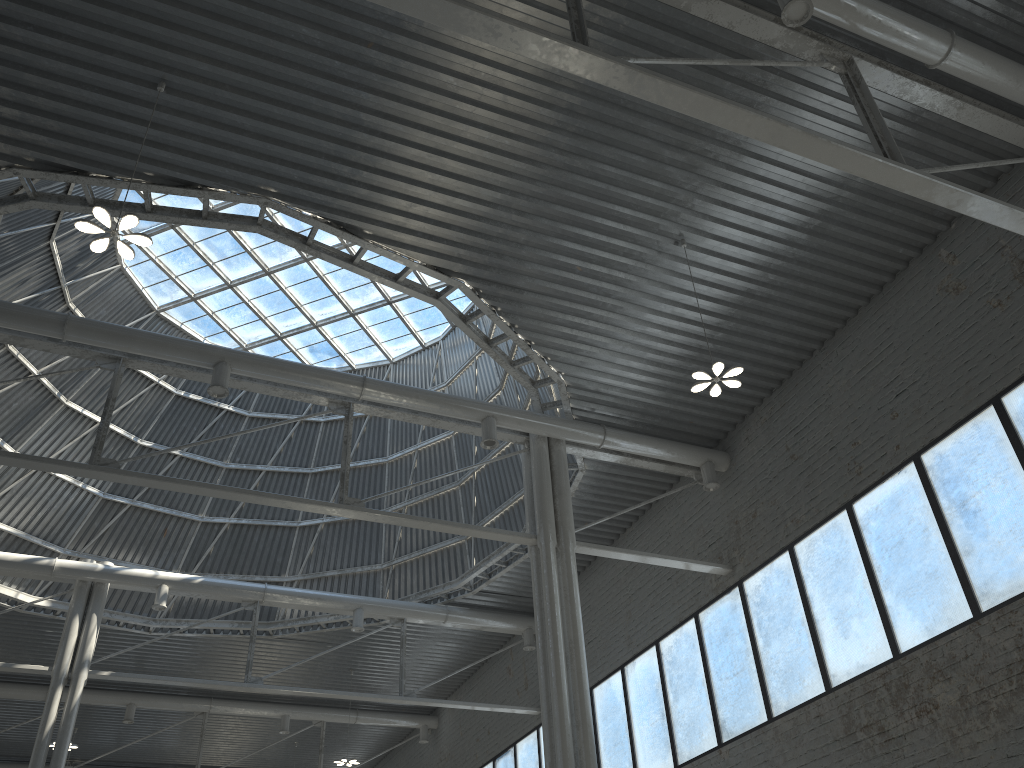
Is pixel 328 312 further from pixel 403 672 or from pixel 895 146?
pixel 895 146
